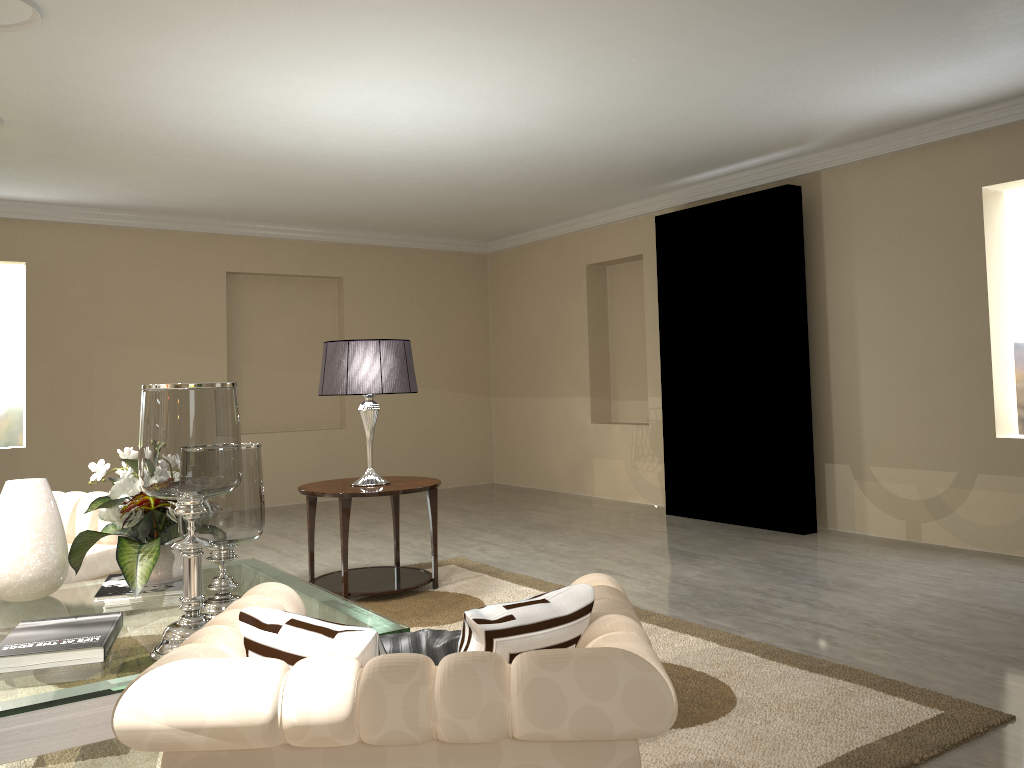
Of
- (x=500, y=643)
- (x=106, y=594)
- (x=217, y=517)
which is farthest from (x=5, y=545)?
(x=500, y=643)

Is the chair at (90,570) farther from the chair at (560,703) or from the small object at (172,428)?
the chair at (560,703)

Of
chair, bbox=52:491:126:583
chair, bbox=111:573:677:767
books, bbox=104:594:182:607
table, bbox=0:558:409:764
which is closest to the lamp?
table, bbox=0:558:409:764

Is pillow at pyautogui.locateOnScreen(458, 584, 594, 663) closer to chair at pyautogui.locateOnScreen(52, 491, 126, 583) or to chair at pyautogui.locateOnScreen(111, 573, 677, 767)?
chair at pyautogui.locateOnScreen(111, 573, 677, 767)

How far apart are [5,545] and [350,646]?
1.9m

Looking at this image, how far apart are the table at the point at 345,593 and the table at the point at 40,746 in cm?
17

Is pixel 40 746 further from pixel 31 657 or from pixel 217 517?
pixel 217 517

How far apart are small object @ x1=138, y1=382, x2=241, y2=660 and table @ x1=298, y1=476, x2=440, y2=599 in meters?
1.6

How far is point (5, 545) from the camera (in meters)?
2.83

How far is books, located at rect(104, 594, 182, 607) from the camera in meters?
2.7
